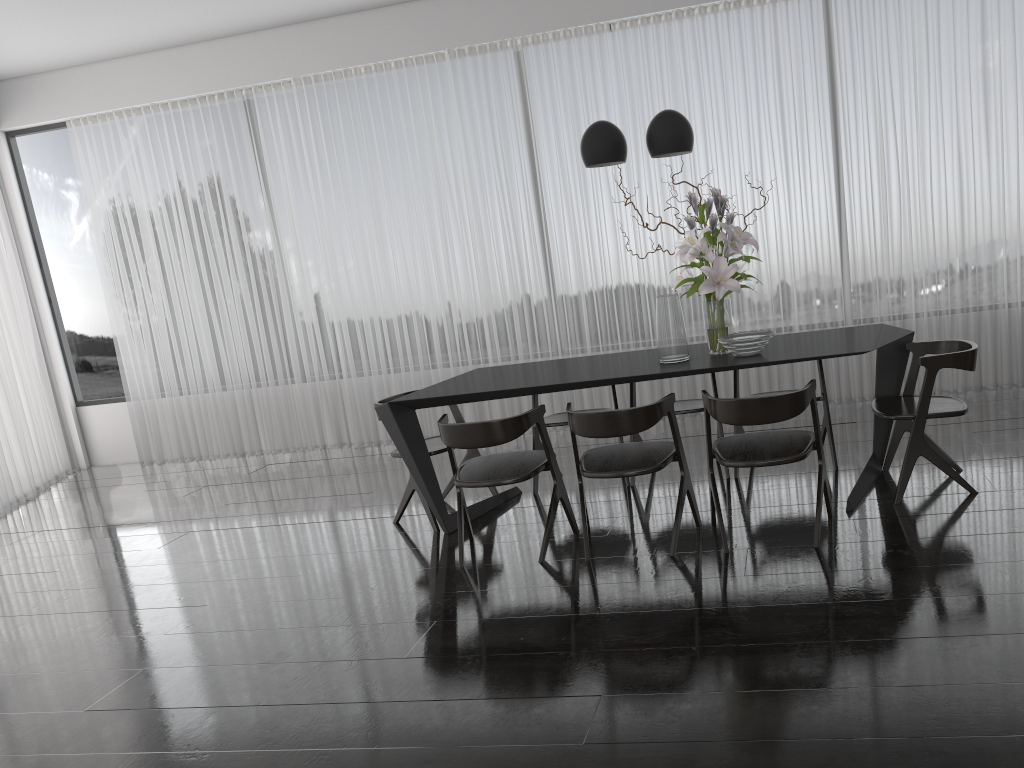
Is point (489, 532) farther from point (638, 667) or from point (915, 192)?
point (915, 192)

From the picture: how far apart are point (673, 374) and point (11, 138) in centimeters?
664cm

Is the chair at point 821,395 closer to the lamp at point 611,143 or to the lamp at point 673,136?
the lamp at point 673,136

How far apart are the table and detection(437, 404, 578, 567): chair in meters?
0.1 m

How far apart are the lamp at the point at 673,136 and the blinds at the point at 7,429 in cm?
548

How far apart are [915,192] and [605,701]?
4.5m

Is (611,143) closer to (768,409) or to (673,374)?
(673,374)

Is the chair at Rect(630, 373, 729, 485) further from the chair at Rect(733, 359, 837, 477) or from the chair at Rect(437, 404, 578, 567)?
the chair at Rect(437, 404, 578, 567)

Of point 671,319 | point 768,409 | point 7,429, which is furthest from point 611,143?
point 7,429

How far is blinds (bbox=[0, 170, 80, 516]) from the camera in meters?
6.9 m
